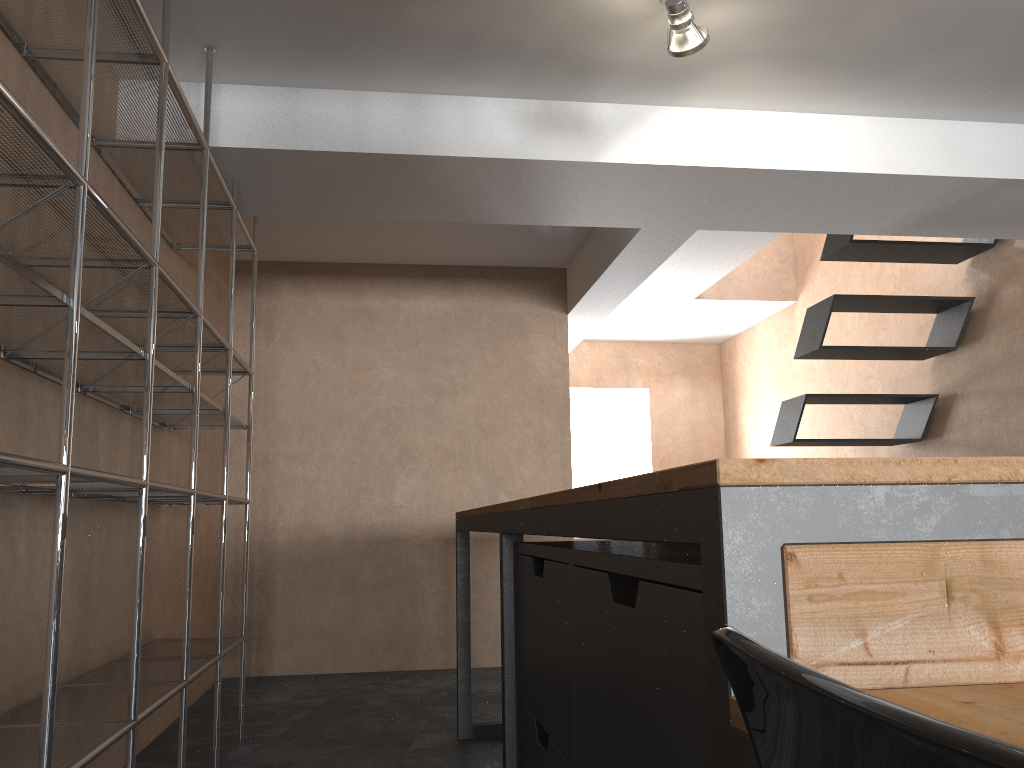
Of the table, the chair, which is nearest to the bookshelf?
the table

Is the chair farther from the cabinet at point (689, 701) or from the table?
the cabinet at point (689, 701)

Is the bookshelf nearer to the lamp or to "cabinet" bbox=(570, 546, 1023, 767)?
"cabinet" bbox=(570, 546, 1023, 767)

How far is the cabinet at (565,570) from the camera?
1.60m

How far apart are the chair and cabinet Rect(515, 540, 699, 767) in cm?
115

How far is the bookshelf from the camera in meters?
1.6

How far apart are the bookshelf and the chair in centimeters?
131cm

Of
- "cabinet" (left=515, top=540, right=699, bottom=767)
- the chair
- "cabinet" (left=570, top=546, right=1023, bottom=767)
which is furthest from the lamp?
the chair

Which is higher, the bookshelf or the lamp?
the lamp

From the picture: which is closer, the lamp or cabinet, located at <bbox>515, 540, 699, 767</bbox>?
cabinet, located at <bbox>515, 540, 699, 767</bbox>
